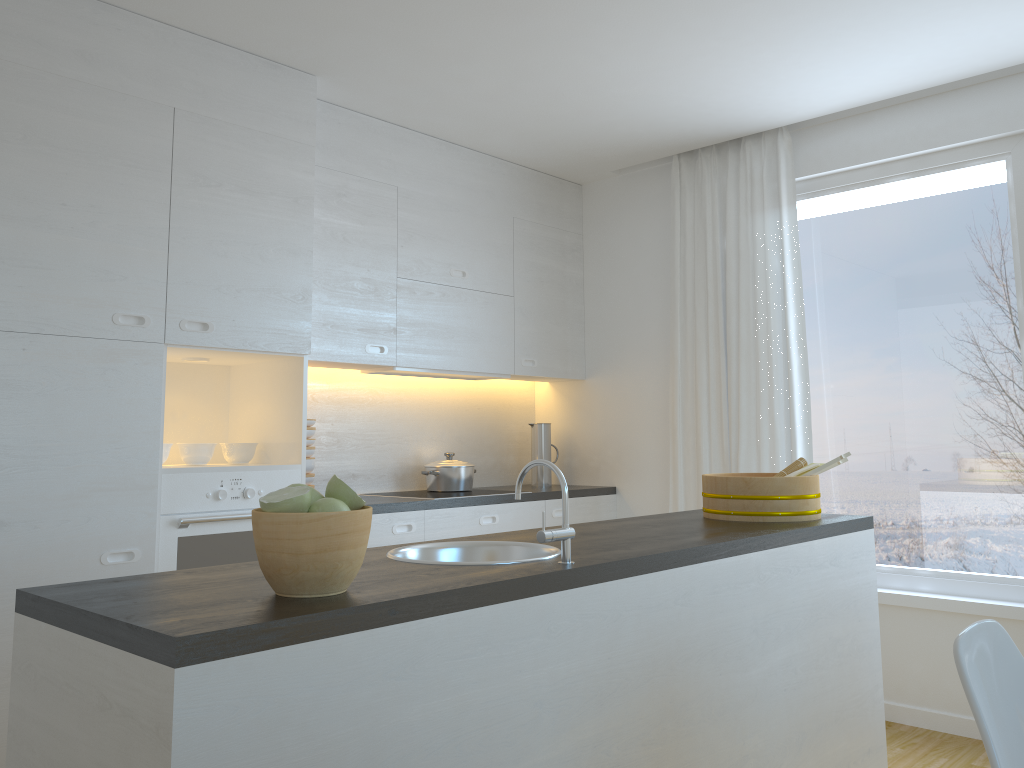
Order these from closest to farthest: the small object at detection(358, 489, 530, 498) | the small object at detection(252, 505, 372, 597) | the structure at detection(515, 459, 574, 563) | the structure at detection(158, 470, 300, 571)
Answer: the small object at detection(252, 505, 372, 597)
the structure at detection(515, 459, 574, 563)
the structure at detection(158, 470, 300, 571)
the small object at detection(358, 489, 530, 498)

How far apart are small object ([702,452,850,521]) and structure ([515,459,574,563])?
1.1m

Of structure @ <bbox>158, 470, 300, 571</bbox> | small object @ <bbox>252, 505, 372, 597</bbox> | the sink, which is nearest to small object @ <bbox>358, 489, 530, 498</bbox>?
structure @ <bbox>158, 470, 300, 571</bbox>

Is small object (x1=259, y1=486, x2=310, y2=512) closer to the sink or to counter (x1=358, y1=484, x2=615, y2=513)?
the sink

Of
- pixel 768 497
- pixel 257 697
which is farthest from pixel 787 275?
pixel 257 697

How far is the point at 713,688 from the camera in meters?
2.2

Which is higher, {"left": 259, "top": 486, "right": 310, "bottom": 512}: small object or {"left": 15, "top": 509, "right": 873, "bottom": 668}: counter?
{"left": 259, "top": 486, "right": 310, "bottom": 512}: small object

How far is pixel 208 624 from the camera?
1.28m

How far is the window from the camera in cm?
370

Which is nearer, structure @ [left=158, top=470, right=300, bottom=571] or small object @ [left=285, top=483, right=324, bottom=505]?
small object @ [left=285, top=483, right=324, bottom=505]
